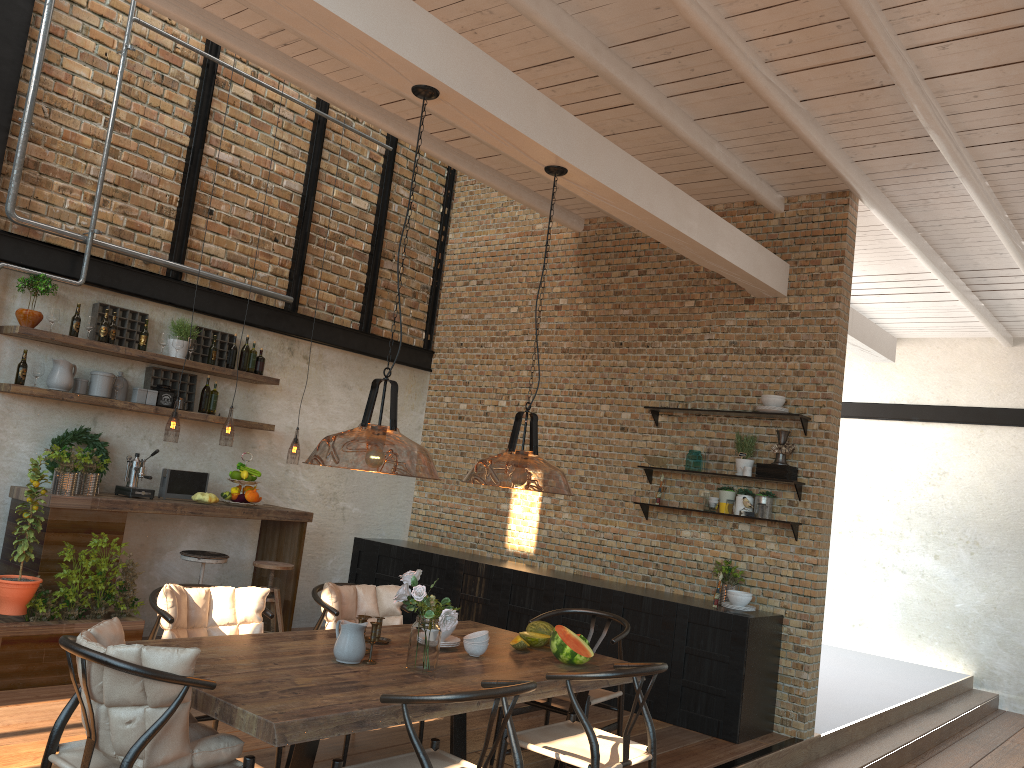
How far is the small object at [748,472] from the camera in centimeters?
666cm

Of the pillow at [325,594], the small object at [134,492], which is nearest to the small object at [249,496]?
the small object at [134,492]

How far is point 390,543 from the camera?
8.5m

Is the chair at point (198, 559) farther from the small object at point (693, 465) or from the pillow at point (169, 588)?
the small object at point (693, 465)

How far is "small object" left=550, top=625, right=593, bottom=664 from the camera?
4.23m

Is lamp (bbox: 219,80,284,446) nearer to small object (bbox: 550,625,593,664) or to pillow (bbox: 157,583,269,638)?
pillow (bbox: 157,583,269,638)

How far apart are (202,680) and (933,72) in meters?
4.7 m

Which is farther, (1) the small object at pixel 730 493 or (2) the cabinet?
(1) the small object at pixel 730 493

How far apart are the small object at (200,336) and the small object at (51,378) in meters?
1.1 m

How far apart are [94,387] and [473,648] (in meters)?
3.82
